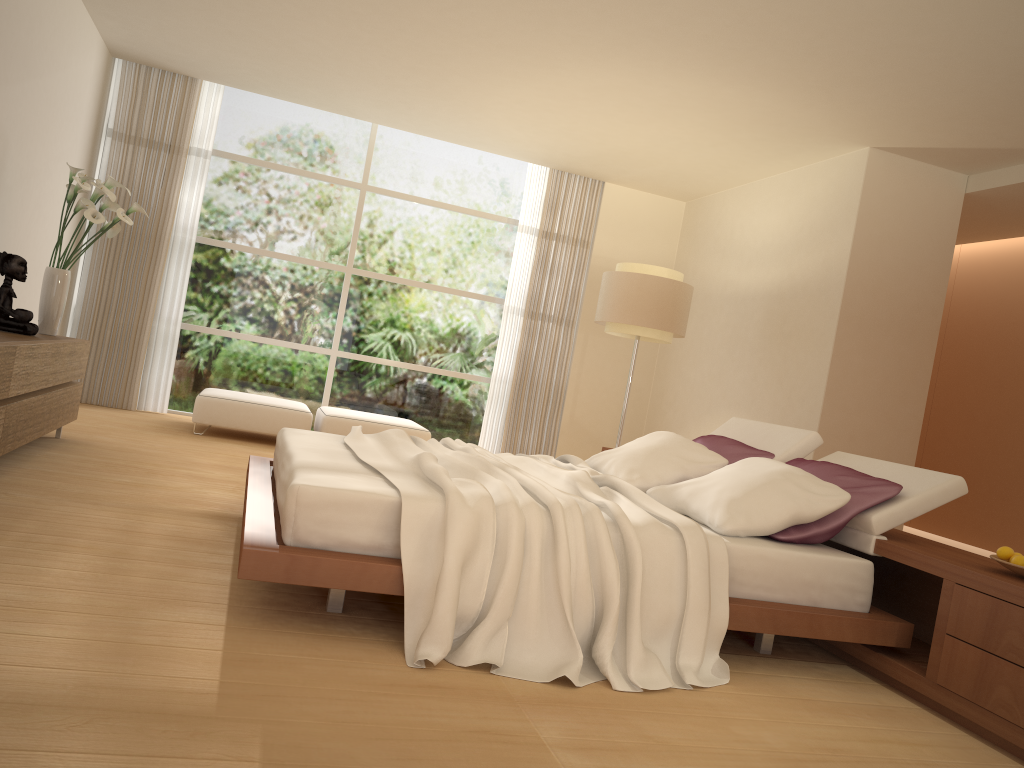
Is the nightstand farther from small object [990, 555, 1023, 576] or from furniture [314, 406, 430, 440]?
furniture [314, 406, 430, 440]

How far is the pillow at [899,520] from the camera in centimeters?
362cm

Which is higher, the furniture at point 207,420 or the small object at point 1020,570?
the small object at point 1020,570

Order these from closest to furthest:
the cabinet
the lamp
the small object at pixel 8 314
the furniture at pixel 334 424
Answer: the cabinet → the small object at pixel 8 314 → the lamp → the furniture at pixel 334 424

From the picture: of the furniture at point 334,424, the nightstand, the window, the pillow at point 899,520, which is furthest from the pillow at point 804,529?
the window

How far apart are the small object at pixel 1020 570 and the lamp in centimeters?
416cm

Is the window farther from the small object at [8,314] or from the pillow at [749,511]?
the pillow at [749,511]

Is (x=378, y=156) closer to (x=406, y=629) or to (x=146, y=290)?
(x=146, y=290)

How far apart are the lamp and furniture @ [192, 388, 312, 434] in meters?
2.5 m

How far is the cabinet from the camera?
4.1 meters
